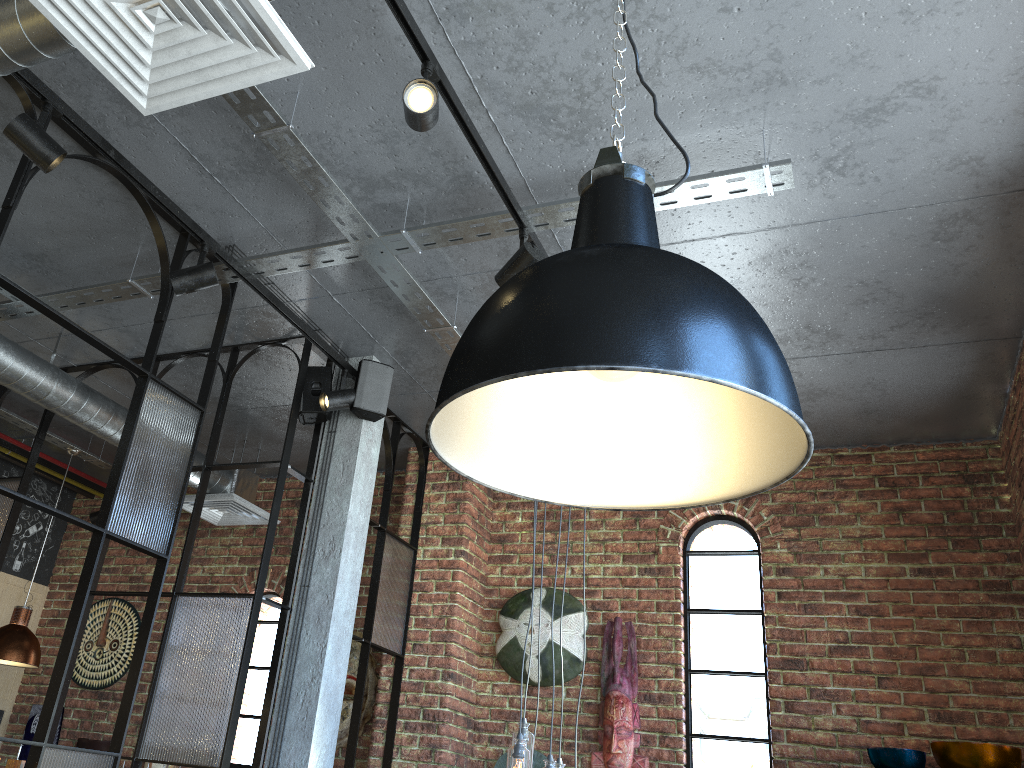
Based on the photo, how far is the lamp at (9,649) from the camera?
4.89m

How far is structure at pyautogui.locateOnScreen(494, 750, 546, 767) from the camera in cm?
459

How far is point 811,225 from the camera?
3.15m

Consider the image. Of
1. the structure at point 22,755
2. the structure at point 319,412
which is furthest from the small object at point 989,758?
the structure at point 22,755

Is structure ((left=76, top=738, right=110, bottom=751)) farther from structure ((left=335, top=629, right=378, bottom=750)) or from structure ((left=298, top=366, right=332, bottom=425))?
structure ((left=298, top=366, right=332, bottom=425))

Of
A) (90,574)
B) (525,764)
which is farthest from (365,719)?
(90,574)

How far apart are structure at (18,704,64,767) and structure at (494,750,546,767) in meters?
3.3 m

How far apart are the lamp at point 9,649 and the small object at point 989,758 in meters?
4.4 m

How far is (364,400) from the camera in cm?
400

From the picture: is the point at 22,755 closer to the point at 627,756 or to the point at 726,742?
the point at 627,756
